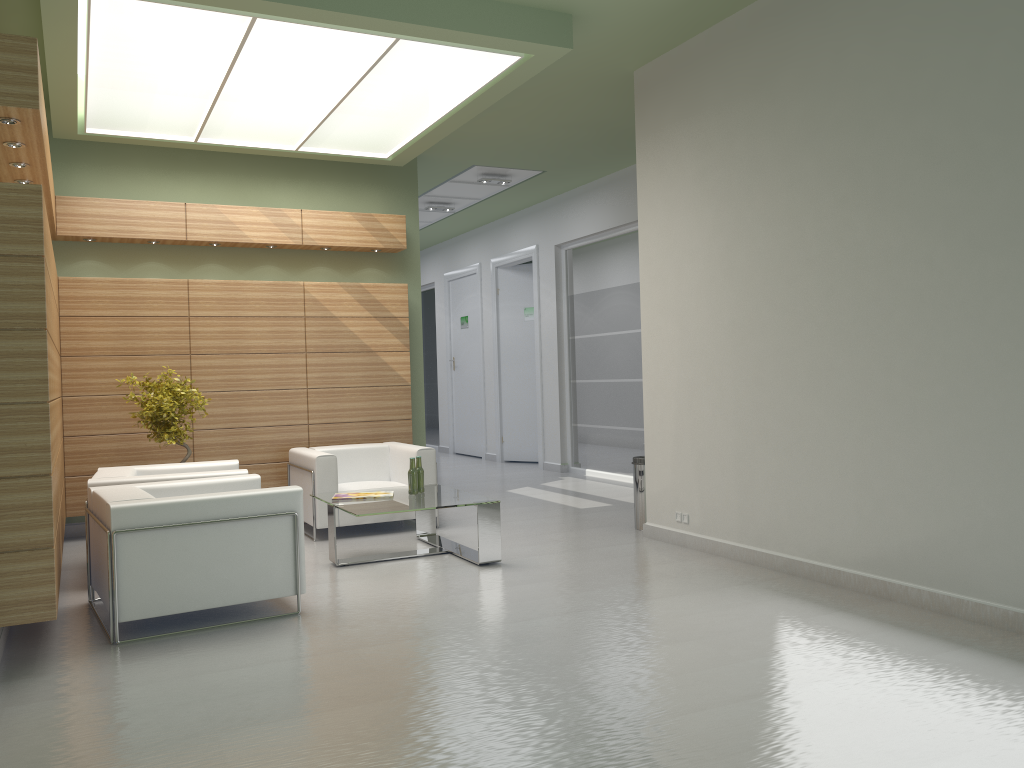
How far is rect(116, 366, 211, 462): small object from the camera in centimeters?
1224cm

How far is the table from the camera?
10.40m

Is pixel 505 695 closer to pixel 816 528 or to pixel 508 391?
pixel 816 528

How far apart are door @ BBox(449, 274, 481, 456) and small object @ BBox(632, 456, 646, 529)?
12.35m

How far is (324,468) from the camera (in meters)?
12.52

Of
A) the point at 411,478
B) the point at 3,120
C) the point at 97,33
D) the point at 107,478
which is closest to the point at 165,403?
the point at 107,478

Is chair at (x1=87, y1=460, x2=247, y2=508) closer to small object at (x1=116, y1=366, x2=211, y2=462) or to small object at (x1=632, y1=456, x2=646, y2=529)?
small object at (x1=116, y1=366, x2=211, y2=462)

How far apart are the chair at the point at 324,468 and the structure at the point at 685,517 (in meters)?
3.77

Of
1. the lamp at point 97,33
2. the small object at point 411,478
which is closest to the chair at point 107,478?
the small object at point 411,478

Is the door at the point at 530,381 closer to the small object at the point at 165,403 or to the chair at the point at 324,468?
the chair at the point at 324,468
